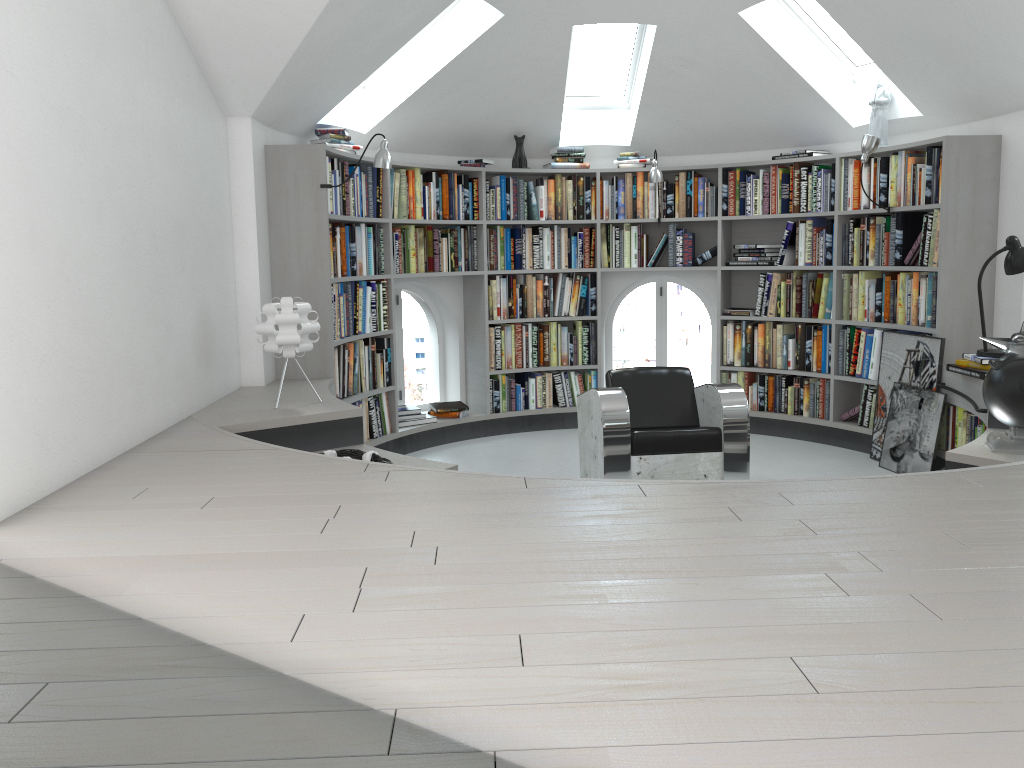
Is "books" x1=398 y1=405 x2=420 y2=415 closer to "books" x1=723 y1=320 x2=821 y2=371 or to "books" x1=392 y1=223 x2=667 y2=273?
"books" x1=392 y1=223 x2=667 y2=273

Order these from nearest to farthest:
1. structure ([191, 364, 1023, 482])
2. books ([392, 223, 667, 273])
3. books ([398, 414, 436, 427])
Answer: structure ([191, 364, 1023, 482]) < books ([392, 223, 667, 273]) < books ([398, 414, 436, 427])

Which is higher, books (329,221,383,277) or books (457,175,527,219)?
books (457,175,527,219)

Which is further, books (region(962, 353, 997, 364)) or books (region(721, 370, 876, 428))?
books (region(721, 370, 876, 428))

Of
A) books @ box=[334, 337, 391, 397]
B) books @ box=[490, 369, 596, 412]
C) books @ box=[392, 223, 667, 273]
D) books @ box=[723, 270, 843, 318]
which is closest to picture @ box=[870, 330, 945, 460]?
books @ box=[723, 270, 843, 318]

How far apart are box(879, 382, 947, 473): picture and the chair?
1.26m

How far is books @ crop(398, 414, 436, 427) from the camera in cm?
644

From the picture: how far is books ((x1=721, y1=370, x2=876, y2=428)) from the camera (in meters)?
6.14

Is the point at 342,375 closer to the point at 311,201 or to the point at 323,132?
the point at 311,201

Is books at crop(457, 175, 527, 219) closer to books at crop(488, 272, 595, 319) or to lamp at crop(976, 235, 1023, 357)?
books at crop(488, 272, 595, 319)
